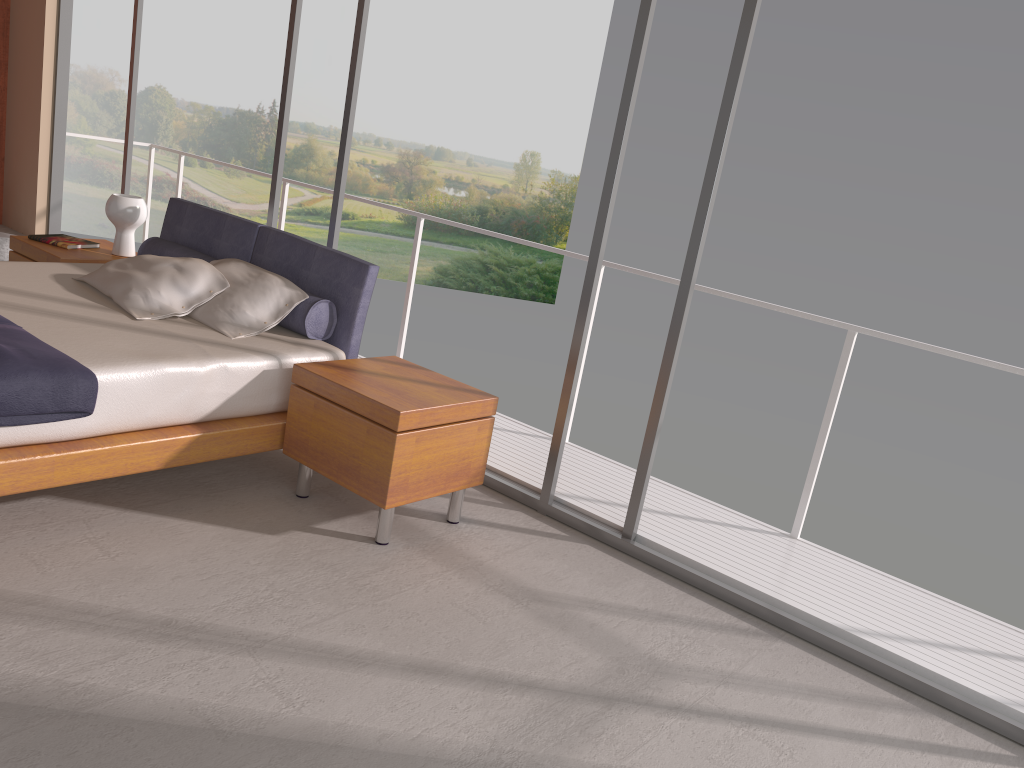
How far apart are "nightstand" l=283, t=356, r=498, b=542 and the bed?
0.1m

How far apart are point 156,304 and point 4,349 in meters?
1.0

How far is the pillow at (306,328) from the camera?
3.9m

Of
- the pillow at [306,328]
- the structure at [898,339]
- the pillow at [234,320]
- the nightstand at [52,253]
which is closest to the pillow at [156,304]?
the pillow at [234,320]

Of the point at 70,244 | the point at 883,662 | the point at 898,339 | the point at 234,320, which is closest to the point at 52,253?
the point at 70,244

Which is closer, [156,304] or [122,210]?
[156,304]

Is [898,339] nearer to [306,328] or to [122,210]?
[306,328]

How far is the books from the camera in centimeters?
502cm

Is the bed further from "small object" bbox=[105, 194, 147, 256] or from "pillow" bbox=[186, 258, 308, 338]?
"small object" bbox=[105, 194, 147, 256]

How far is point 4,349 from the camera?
2.92m
